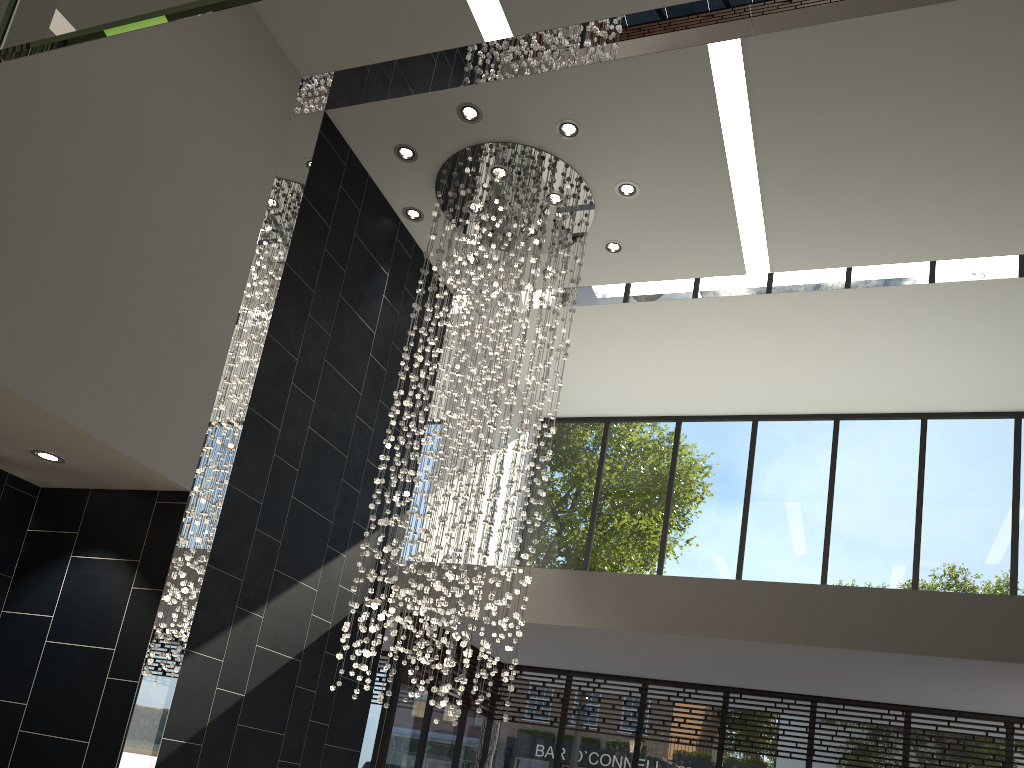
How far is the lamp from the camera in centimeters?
670cm

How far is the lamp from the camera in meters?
6.7

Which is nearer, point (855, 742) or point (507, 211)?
point (507, 211)

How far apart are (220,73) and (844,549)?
7.2m

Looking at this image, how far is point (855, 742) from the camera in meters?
8.0 m

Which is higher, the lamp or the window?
the lamp

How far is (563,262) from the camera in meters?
7.5 m

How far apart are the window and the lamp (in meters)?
1.27

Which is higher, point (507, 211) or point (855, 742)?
point (507, 211)

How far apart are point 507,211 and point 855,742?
5.8m
